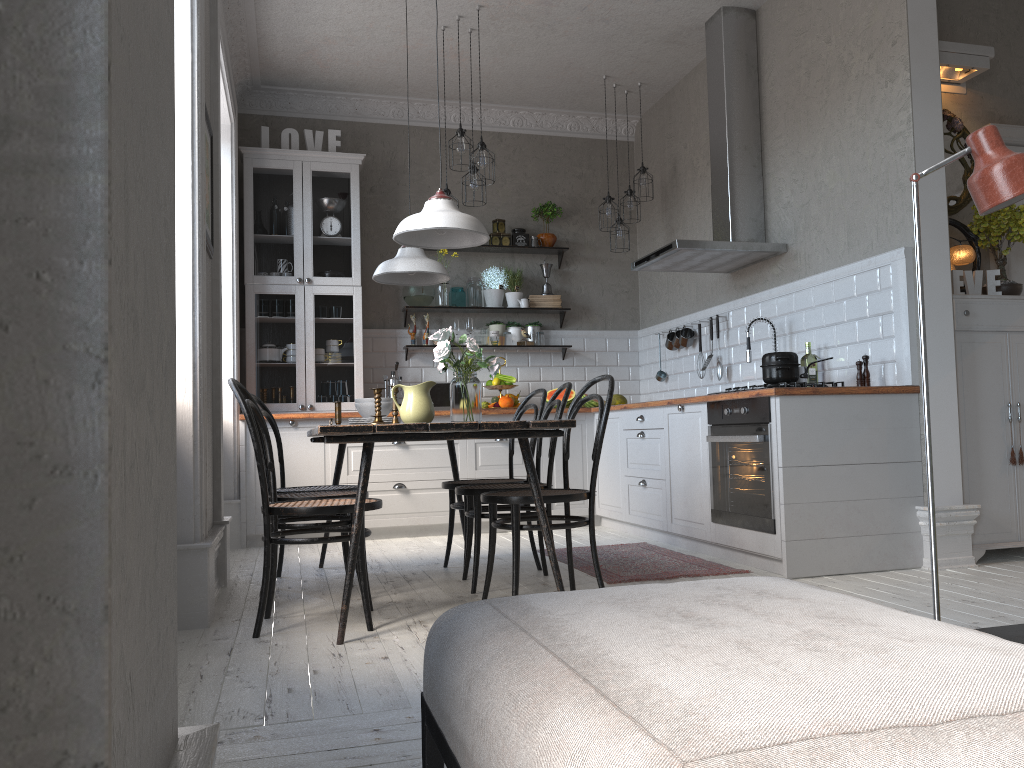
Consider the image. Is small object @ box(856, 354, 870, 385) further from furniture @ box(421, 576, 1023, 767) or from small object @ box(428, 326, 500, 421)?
furniture @ box(421, 576, 1023, 767)

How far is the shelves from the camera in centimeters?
699cm

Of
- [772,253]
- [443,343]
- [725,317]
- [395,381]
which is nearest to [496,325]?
[395,381]

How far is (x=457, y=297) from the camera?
6.92m

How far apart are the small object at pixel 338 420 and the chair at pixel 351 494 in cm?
32

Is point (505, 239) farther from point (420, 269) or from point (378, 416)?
point (378, 416)

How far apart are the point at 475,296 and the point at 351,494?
3.3m

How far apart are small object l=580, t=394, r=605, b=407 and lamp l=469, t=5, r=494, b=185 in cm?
210

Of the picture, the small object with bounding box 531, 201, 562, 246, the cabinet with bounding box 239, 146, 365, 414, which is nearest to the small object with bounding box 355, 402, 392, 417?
the picture

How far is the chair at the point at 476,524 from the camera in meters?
3.9 m
